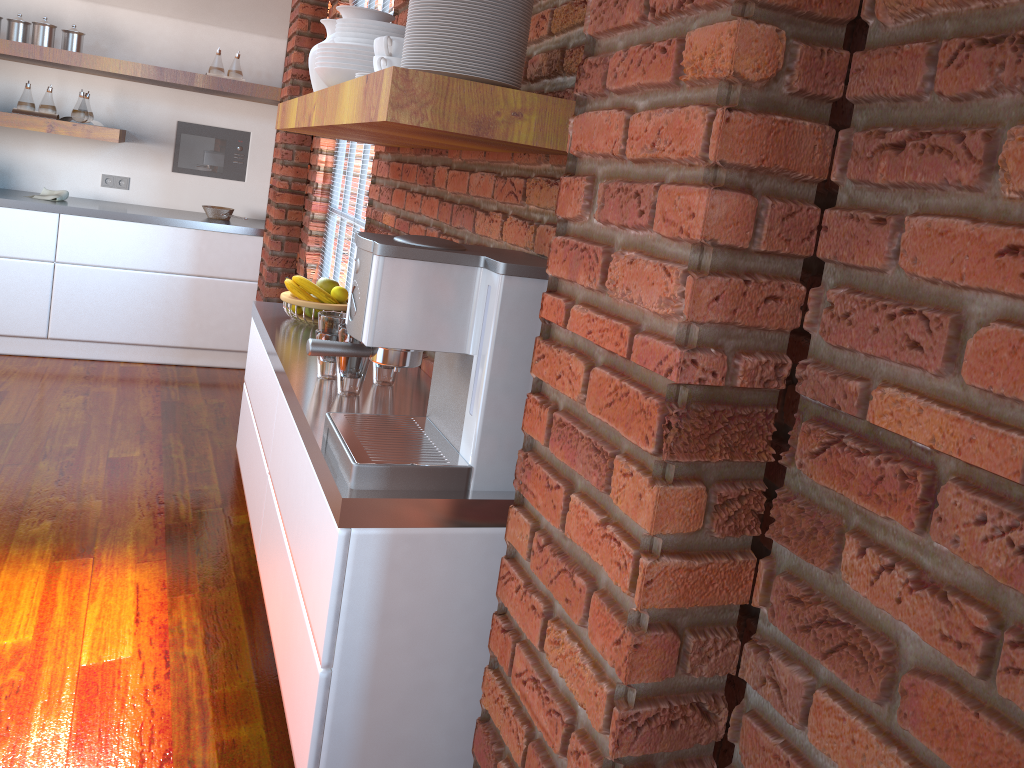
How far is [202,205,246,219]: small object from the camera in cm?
533

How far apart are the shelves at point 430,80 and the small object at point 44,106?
3.2 meters

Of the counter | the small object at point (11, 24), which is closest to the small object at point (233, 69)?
the counter

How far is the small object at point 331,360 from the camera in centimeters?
190cm

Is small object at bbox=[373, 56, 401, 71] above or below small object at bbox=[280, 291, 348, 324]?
above

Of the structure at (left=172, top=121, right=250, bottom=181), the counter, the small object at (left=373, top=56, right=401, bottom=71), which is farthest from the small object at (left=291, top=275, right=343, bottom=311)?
the structure at (left=172, top=121, right=250, bottom=181)

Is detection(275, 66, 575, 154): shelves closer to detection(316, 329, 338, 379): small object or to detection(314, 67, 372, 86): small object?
detection(314, 67, 372, 86): small object

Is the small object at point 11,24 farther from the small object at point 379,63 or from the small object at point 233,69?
the small object at point 379,63

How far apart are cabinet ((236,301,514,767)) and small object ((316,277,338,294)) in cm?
13

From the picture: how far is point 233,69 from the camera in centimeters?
518cm
